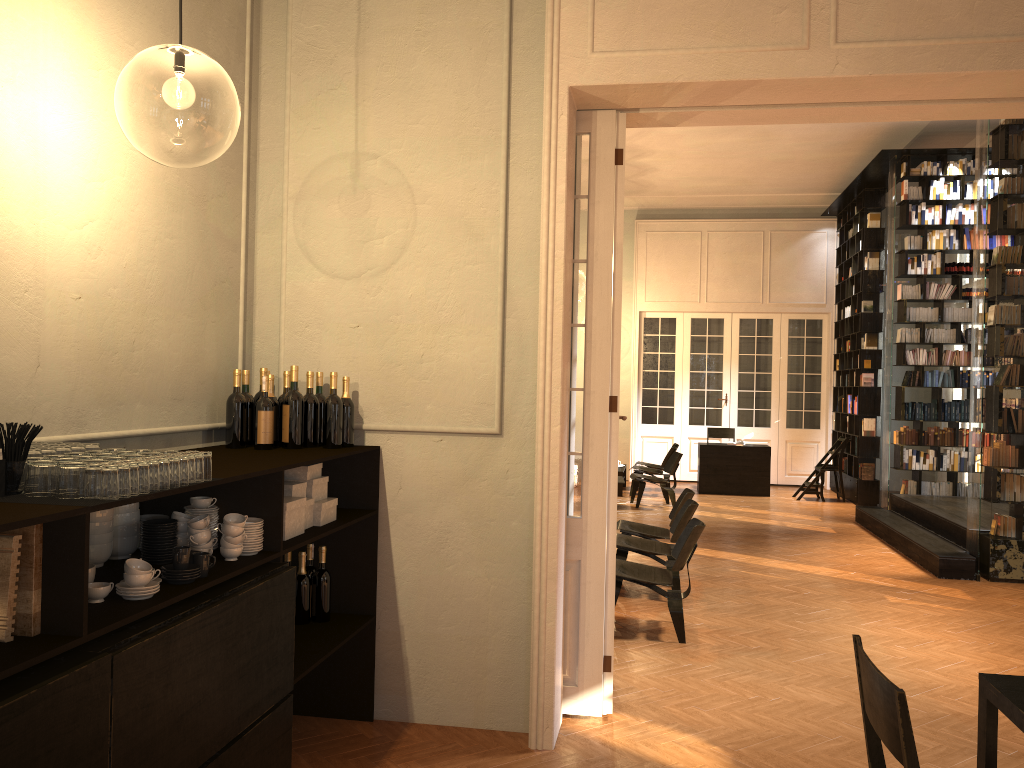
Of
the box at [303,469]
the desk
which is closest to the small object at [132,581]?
the box at [303,469]

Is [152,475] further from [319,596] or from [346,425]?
[319,596]

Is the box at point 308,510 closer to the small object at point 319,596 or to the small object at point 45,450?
the small object at point 319,596

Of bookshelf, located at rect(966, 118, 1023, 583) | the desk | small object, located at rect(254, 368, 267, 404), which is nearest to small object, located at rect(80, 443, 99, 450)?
small object, located at rect(254, 368, 267, 404)

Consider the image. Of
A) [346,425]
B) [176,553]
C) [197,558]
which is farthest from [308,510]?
[176,553]

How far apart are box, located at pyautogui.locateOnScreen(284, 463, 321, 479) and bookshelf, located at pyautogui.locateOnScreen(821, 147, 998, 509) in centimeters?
968cm

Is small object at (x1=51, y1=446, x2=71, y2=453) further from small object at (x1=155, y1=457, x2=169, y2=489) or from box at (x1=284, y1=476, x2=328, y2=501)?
box at (x1=284, y1=476, x2=328, y2=501)

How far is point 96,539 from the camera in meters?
3.0

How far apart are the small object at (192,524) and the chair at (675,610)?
3.6 meters

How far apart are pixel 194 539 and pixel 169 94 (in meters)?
7.76
